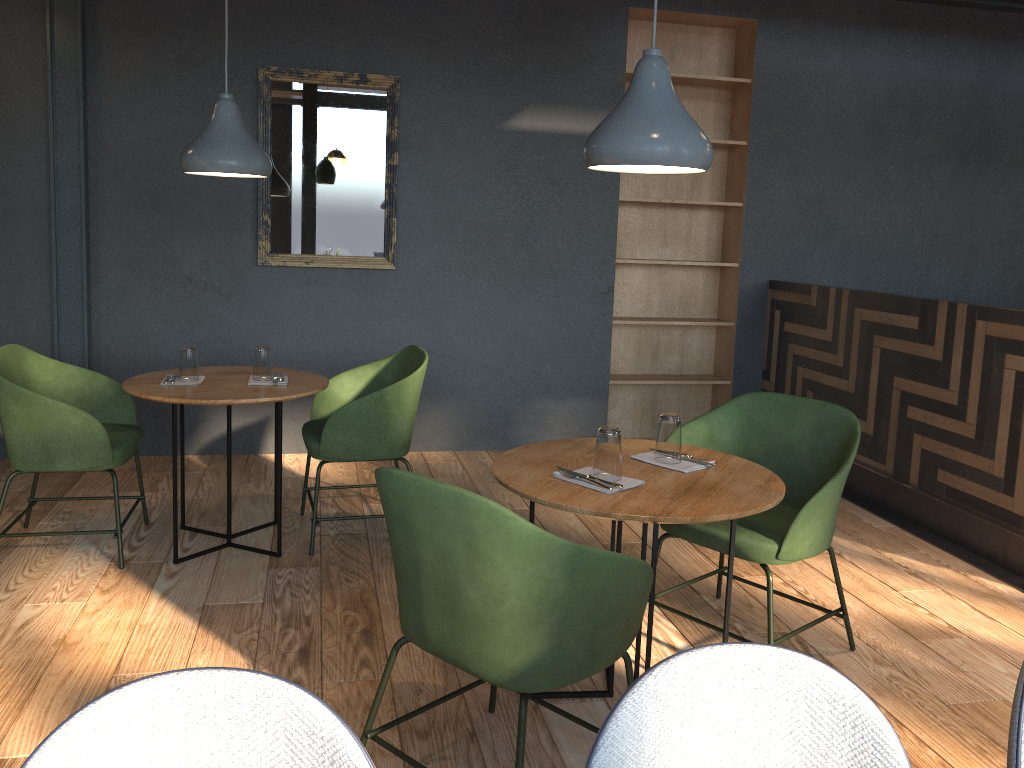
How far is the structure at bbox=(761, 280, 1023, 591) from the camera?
3.8 meters

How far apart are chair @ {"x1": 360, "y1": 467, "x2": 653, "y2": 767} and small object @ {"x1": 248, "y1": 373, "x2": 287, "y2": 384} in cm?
168

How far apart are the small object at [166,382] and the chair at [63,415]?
0.27m

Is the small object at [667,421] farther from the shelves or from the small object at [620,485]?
the shelves

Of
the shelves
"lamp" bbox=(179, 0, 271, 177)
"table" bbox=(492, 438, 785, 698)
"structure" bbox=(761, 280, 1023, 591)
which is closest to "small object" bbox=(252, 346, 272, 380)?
"lamp" bbox=(179, 0, 271, 177)

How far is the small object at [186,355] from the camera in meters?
3.5 m

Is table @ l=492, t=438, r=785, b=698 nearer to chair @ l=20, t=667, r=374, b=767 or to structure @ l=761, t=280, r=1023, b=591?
chair @ l=20, t=667, r=374, b=767

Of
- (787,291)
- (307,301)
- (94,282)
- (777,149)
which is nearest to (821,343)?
(787,291)

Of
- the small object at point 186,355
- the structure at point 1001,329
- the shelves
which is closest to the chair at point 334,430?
the small object at point 186,355

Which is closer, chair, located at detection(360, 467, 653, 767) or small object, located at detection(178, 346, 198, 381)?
chair, located at detection(360, 467, 653, 767)
